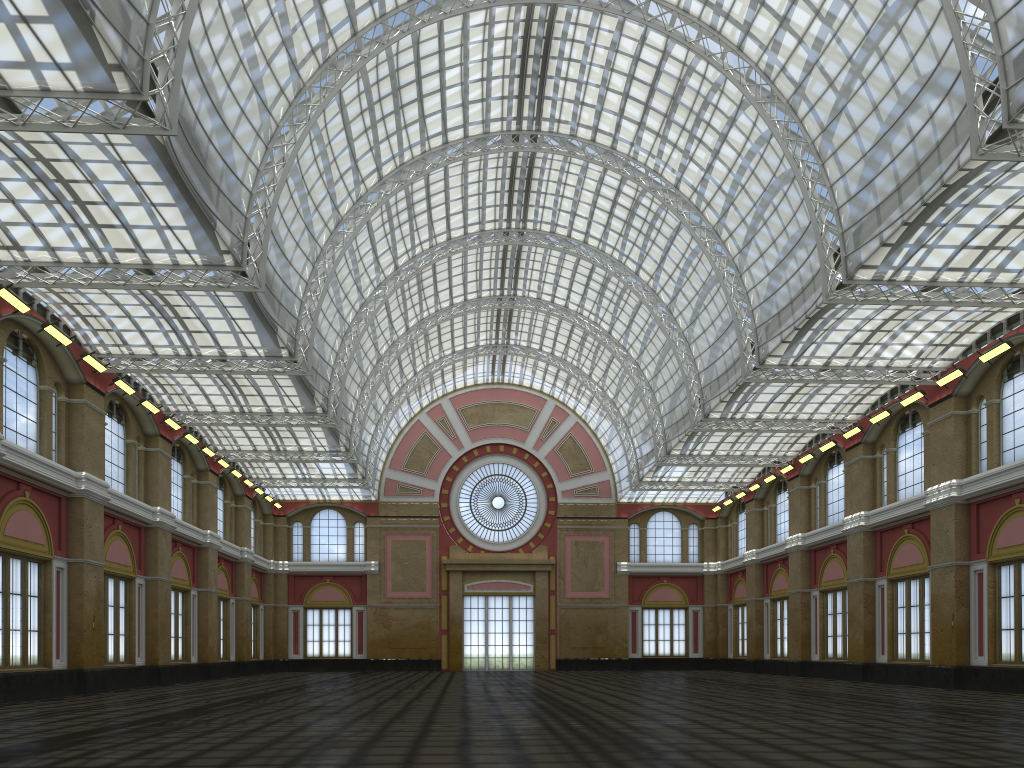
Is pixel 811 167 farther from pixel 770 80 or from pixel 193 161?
pixel 193 161
